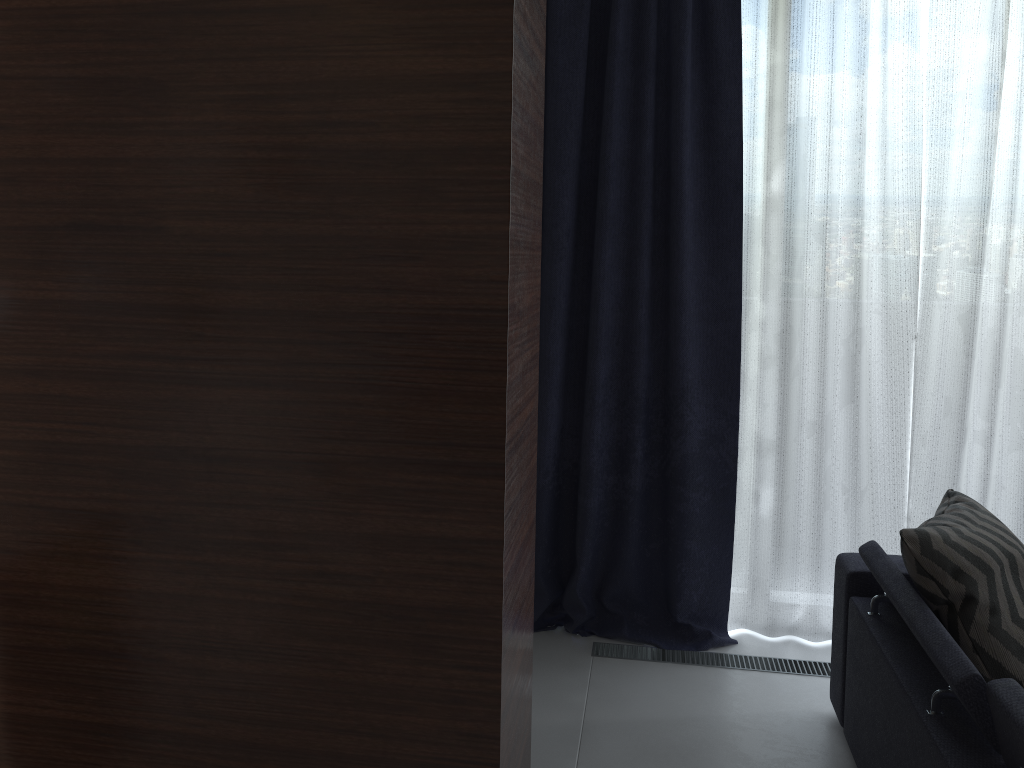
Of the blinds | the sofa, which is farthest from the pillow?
the blinds

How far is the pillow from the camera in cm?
207

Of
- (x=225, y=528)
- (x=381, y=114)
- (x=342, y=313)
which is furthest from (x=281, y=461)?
(x=381, y=114)

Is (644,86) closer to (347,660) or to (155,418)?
(155,418)

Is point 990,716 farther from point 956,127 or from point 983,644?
point 956,127

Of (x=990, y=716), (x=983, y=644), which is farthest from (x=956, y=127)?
(x=990, y=716)

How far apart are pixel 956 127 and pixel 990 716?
2.1m

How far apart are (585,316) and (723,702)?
1.4m

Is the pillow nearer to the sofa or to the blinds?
the sofa

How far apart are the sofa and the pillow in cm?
2
